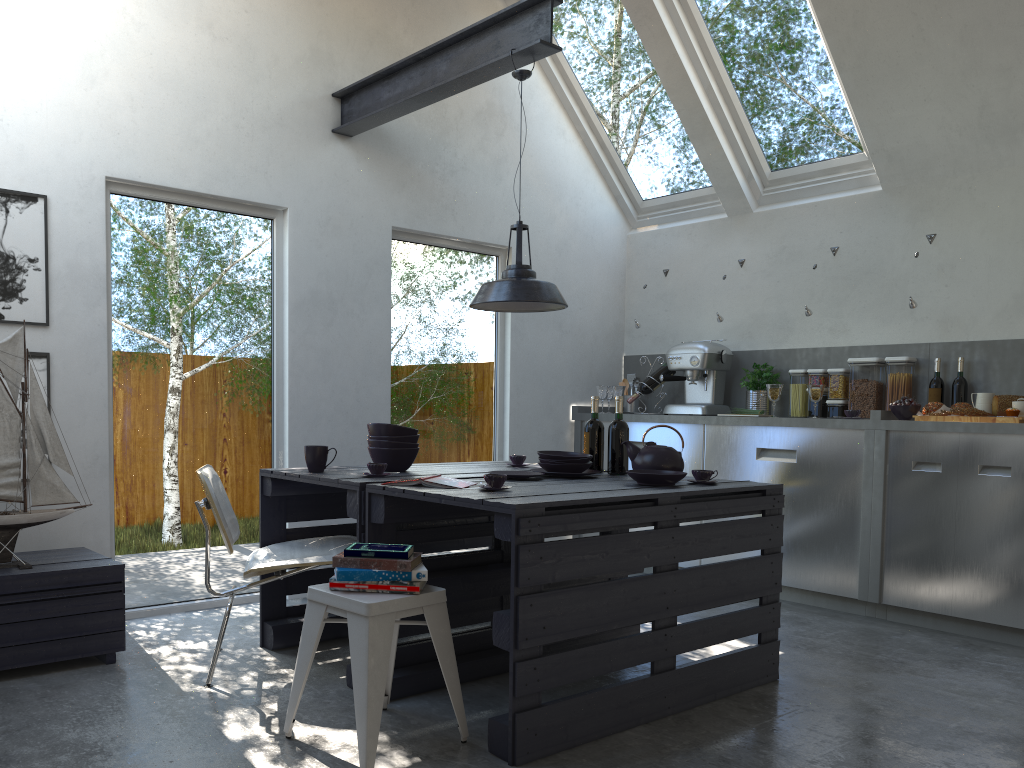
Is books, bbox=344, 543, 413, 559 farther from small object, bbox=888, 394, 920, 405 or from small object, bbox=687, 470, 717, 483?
small object, bbox=888, 394, 920, 405

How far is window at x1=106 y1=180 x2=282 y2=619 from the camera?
4.1 meters

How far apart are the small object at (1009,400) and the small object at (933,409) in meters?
0.1 m

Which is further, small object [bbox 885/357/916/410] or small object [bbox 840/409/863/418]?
small object [bbox 885/357/916/410]

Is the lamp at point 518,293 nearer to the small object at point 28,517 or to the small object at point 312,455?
the small object at point 312,455

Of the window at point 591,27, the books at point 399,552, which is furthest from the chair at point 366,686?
the window at point 591,27

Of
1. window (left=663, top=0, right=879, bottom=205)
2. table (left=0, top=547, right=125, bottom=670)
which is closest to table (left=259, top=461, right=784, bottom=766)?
table (left=0, top=547, right=125, bottom=670)

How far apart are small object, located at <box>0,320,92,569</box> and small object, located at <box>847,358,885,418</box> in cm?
419

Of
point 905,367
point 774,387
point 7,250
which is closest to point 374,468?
point 7,250

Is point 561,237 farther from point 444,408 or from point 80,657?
point 80,657
